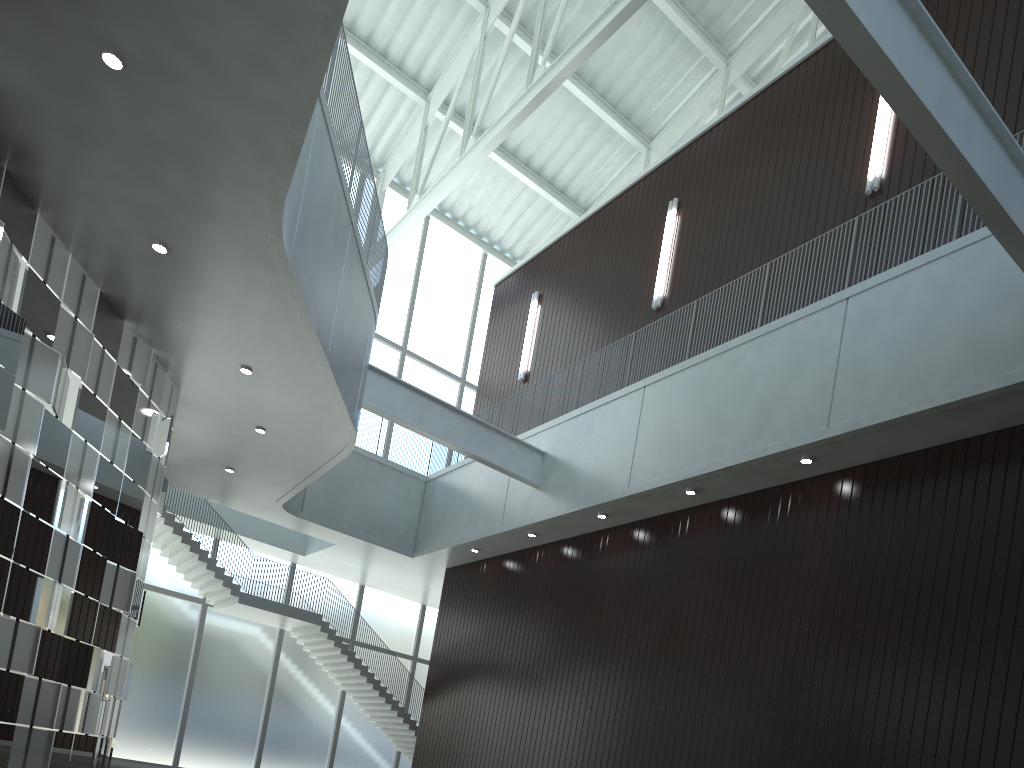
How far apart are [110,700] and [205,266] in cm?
2256
